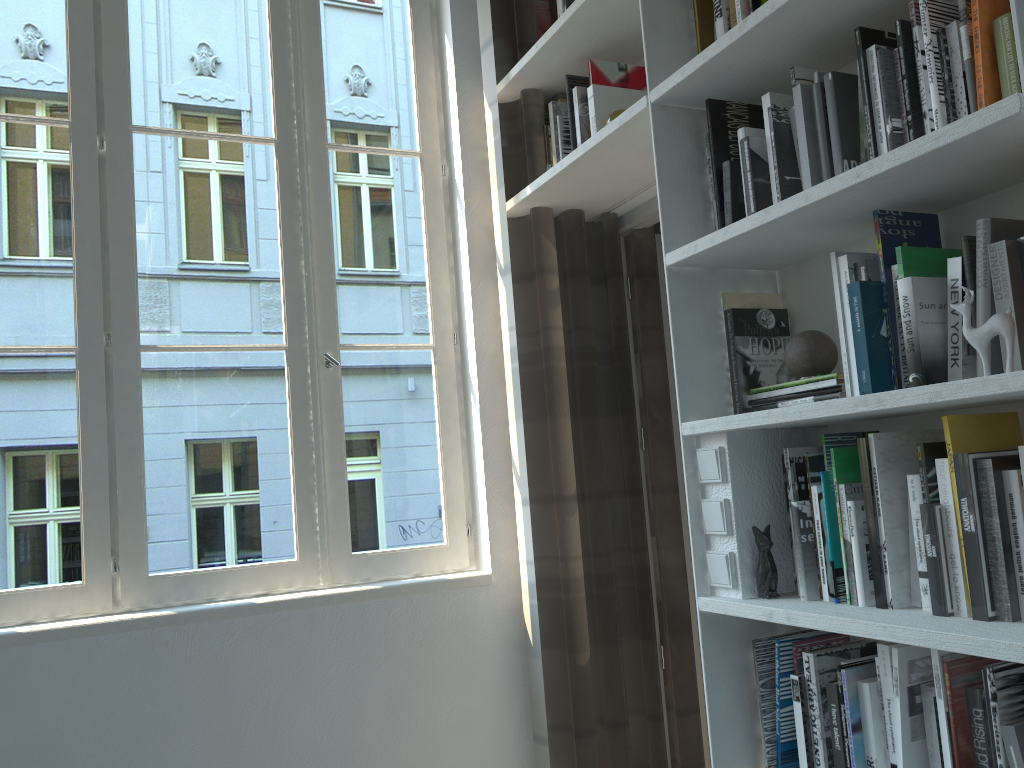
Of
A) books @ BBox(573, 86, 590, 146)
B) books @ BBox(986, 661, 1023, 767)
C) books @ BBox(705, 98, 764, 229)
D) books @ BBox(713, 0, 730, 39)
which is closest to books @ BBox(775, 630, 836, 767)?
books @ BBox(986, 661, 1023, 767)

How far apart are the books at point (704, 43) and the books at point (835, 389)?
0.8 meters

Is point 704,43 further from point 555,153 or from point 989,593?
point 989,593

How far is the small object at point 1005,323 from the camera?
1.3 meters

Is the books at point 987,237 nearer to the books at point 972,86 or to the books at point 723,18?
the books at point 972,86

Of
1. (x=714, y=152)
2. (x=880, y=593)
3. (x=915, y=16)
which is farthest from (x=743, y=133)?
(x=880, y=593)

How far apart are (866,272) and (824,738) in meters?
0.9 m

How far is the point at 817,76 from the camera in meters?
1.7

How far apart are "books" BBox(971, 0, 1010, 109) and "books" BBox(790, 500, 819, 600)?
0.76m

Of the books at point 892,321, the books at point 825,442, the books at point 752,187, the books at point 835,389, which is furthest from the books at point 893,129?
the books at point 825,442
